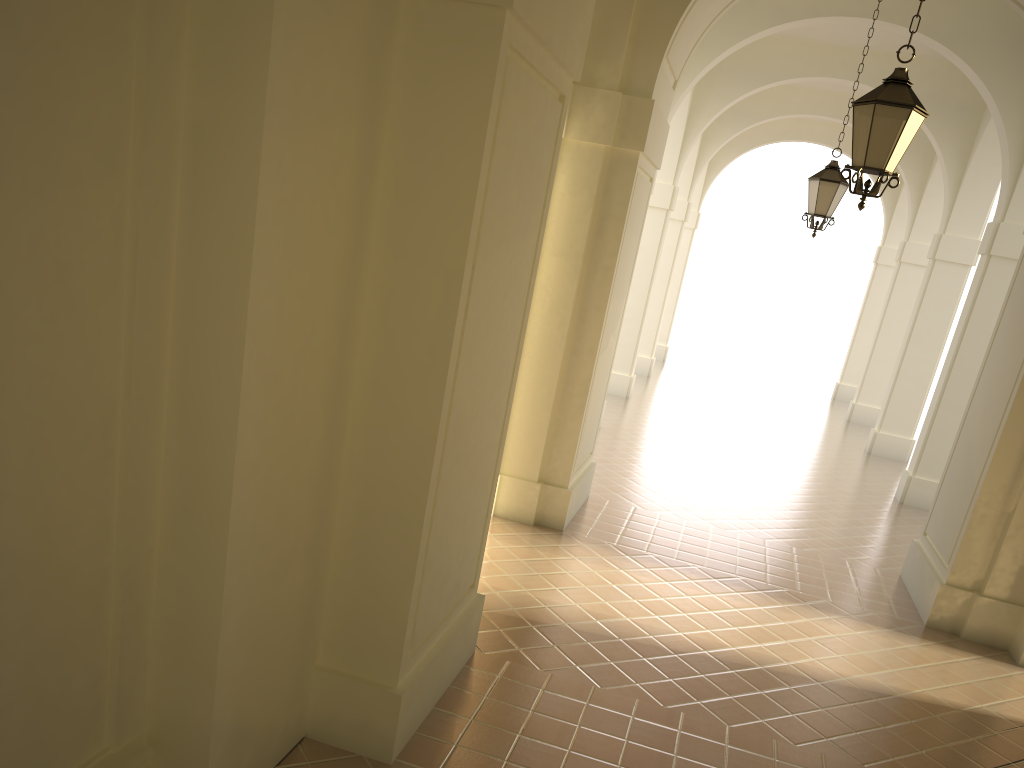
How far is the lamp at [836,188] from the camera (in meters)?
10.76

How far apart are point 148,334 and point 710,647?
4.9m

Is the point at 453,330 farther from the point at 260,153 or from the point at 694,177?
the point at 694,177

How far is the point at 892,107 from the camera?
5.9 meters

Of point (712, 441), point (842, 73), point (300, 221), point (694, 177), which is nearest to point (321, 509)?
point (300, 221)

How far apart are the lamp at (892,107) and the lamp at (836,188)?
4.8m

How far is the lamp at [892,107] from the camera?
5.9 meters

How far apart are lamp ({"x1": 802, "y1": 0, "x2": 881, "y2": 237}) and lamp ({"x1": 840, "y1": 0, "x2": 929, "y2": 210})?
4.8 meters

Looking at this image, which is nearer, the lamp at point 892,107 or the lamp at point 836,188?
the lamp at point 892,107
